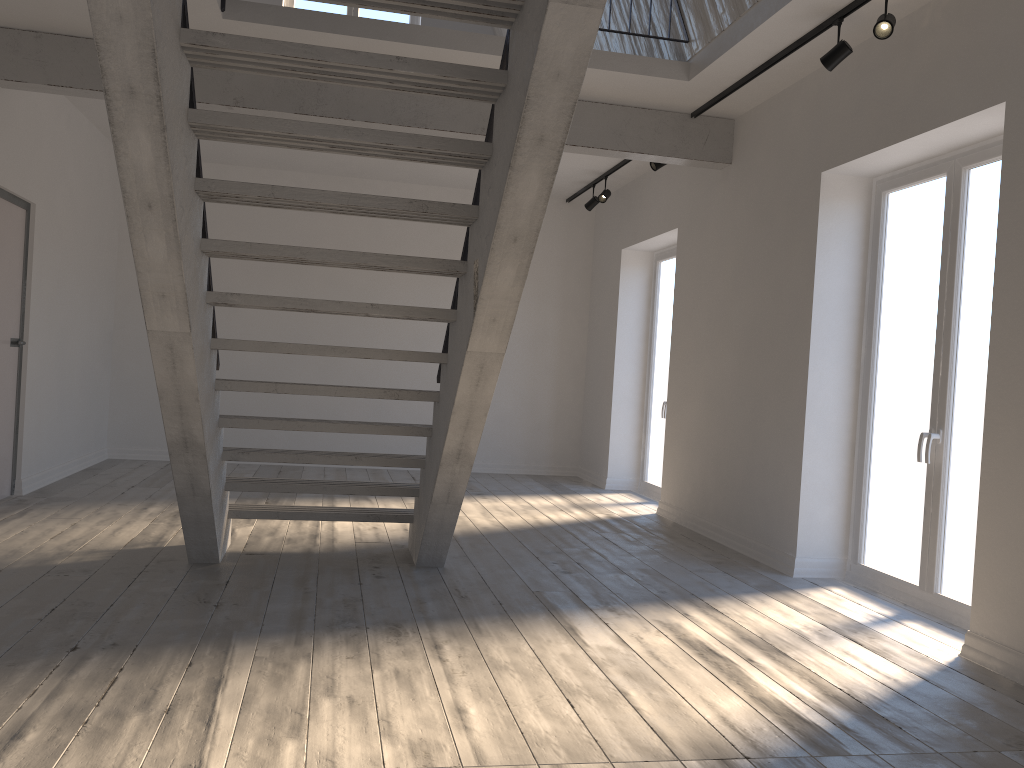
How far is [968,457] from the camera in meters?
4.3 m

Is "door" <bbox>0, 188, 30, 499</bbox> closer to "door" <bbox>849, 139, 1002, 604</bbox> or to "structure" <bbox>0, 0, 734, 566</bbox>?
"structure" <bbox>0, 0, 734, 566</bbox>

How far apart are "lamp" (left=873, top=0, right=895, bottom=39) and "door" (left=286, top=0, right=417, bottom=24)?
6.4 meters

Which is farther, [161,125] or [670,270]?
[670,270]

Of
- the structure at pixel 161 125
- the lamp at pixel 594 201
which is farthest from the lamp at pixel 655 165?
the lamp at pixel 594 201

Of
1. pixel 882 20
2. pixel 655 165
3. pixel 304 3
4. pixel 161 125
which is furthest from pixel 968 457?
pixel 304 3

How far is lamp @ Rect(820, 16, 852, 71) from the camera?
4.37m

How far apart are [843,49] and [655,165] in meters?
2.4

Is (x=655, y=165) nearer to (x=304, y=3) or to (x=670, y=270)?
(x=670, y=270)

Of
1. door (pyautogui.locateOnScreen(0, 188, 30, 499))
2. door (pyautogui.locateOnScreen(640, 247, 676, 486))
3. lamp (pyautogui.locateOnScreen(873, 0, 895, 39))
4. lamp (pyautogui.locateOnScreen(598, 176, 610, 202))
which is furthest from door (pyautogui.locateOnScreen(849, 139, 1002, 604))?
→ door (pyautogui.locateOnScreen(0, 188, 30, 499))
